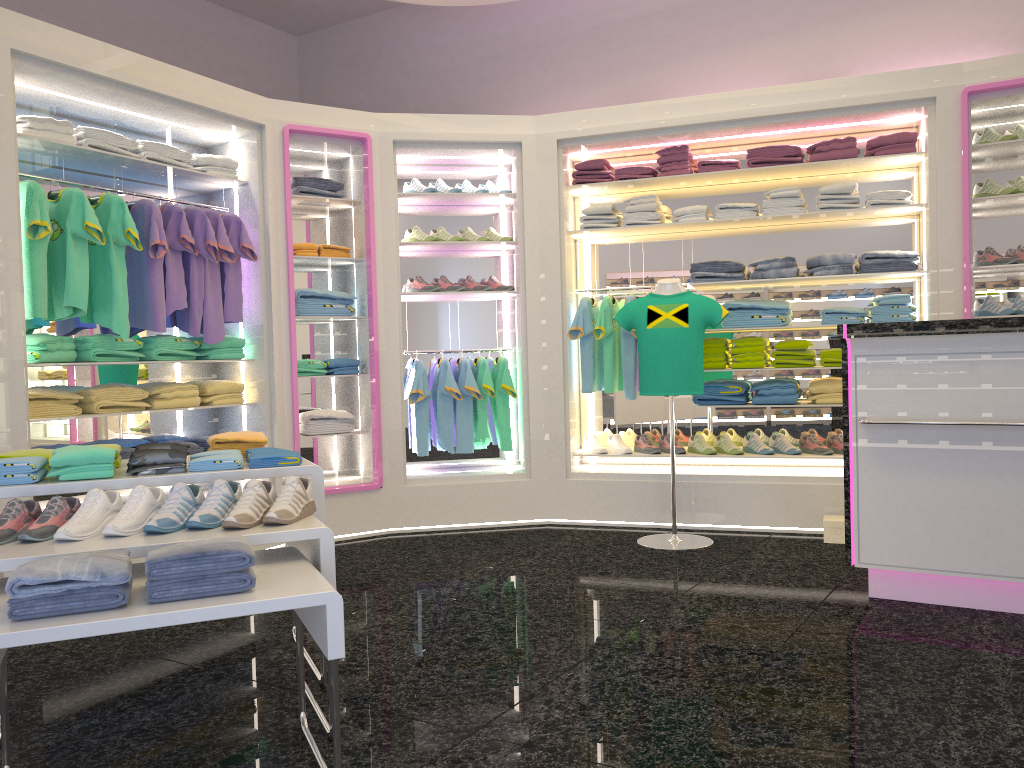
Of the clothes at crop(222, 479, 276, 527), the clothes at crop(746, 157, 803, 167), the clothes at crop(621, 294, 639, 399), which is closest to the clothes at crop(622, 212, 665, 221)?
the clothes at crop(621, 294, 639, 399)

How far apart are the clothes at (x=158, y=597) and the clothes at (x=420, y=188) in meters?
4.1 m

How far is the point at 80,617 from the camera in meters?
2.0

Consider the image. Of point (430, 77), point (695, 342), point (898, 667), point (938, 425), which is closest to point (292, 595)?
point (898, 667)

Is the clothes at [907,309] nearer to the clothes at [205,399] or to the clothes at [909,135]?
the clothes at [909,135]

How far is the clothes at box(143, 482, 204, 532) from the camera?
Result: 2.5 meters

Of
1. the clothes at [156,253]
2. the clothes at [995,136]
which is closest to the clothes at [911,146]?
the clothes at [995,136]

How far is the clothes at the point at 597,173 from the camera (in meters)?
5.97

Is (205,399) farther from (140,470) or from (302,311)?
(140,470)

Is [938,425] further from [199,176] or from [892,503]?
[199,176]
